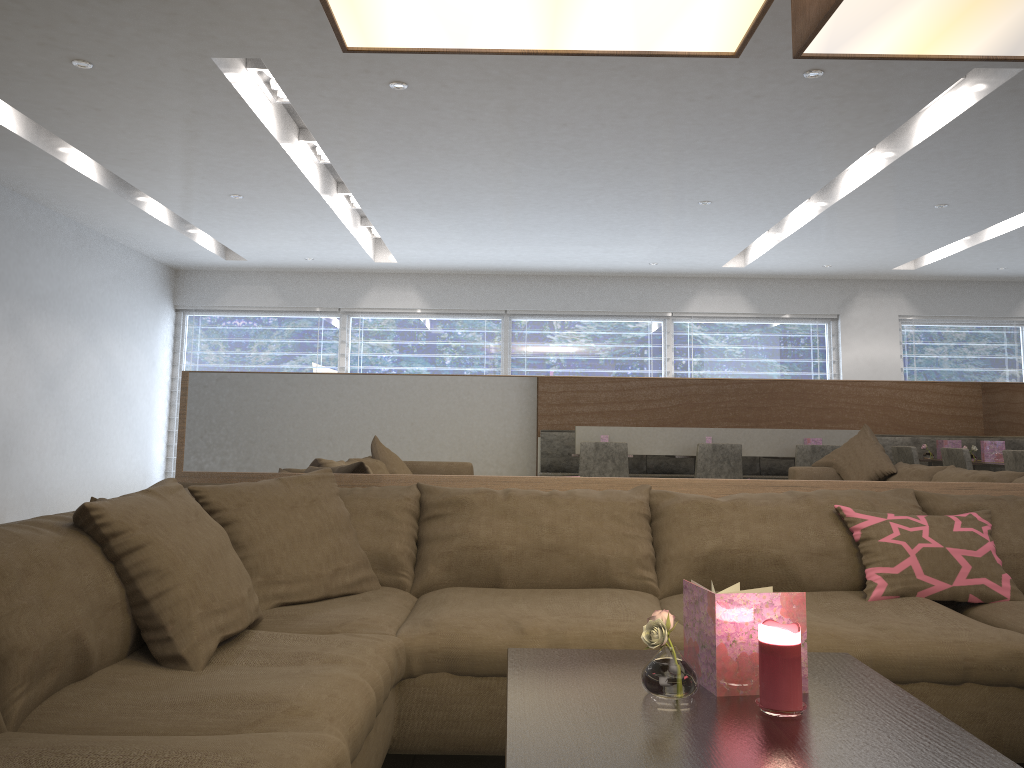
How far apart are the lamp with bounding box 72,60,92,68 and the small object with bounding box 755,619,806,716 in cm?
399

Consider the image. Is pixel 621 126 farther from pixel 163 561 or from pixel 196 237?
pixel 196 237

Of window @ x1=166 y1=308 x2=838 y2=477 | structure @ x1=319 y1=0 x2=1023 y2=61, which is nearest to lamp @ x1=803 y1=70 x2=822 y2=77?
structure @ x1=319 y1=0 x2=1023 y2=61

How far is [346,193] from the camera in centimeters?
686cm

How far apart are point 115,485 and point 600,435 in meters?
6.7

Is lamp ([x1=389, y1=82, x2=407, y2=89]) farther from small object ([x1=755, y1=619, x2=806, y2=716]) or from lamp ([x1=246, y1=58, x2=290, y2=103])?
small object ([x1=755, y1=619, x2=806, y2=716])

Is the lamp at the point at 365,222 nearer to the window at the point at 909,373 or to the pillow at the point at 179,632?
the window at the point at 909,373

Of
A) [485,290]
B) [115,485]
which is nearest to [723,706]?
[115,485]

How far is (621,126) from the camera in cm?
477

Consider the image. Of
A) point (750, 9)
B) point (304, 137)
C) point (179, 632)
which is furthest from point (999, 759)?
point (304, 137)
